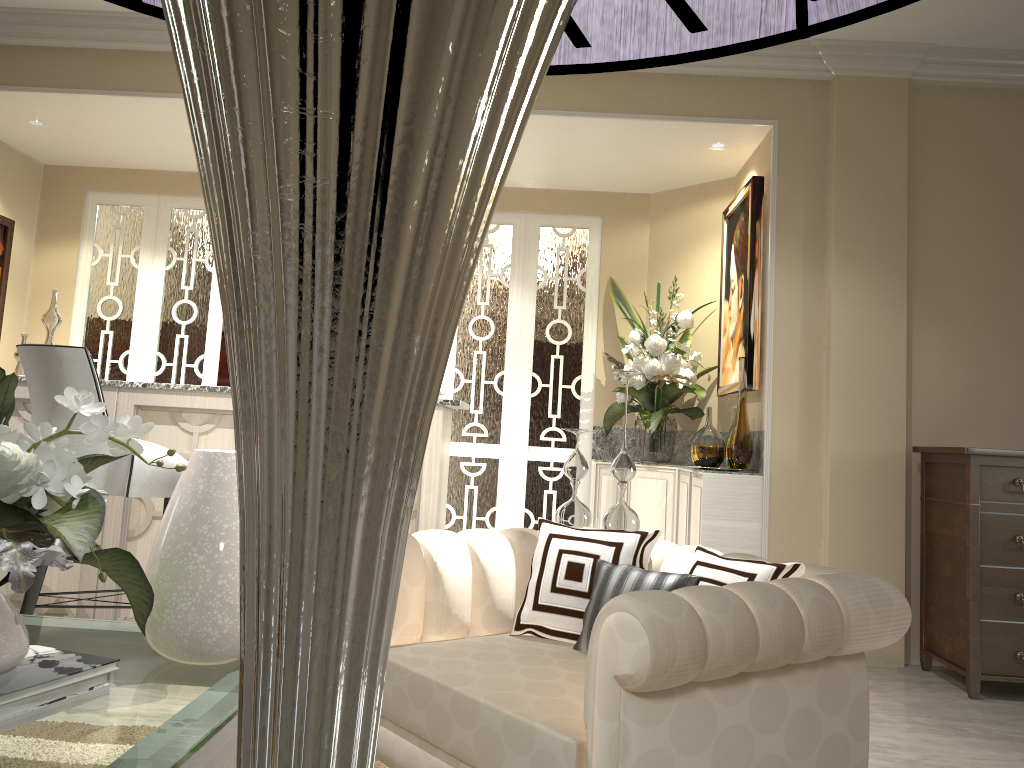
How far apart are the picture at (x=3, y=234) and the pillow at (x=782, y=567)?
3.96m

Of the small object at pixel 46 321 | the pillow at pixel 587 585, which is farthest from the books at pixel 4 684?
the small object at pixel 46 321

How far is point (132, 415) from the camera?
3.06m

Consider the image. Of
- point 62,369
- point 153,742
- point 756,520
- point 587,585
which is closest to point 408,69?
point 587,585

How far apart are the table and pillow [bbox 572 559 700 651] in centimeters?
65cm

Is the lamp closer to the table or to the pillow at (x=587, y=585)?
the table

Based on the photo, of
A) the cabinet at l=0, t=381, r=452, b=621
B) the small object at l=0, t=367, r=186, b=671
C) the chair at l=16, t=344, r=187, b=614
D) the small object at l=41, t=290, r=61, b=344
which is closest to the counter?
the cabinet at l=0, t=381, r=452, b=621

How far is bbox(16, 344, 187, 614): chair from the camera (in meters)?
2.45

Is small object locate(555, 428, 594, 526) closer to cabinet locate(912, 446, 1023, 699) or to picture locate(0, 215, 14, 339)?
cabinet locate(912, 446, 1023, 699)

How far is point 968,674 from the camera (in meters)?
2.92
